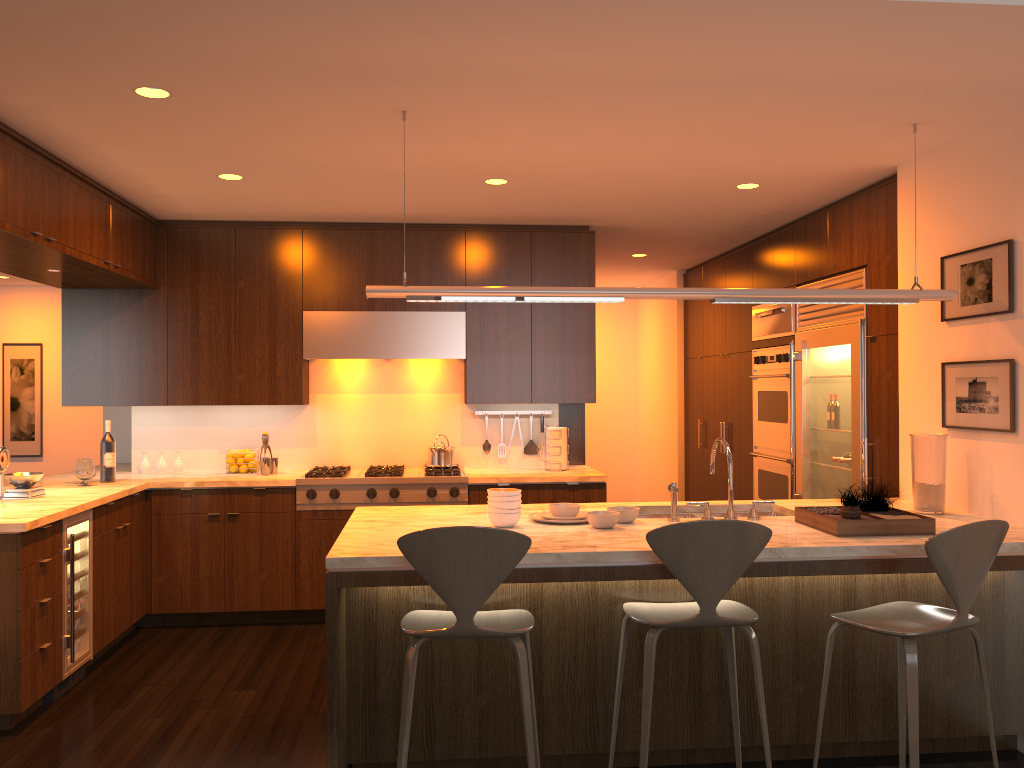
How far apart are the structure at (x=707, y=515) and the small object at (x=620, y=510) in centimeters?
31cm

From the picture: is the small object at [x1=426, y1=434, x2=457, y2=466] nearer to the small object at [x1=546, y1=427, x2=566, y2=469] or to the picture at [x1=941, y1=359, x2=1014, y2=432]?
the small object at [x1=546, y1=427, x2=566, y2=469]

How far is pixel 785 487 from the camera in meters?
6.0

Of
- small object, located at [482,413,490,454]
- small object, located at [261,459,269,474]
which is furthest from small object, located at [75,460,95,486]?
small object, located at [482,413,490,454]

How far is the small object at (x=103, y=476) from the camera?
5.4 meters

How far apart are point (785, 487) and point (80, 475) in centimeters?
444cm

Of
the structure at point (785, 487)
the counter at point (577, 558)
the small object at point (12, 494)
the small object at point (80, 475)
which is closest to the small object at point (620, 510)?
the counter at point (577, 558)

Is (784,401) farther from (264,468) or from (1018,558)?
(264,468)

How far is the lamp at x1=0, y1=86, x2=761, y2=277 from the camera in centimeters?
335cm

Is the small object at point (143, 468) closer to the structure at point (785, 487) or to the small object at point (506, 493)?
the small object at point (506, 493)
